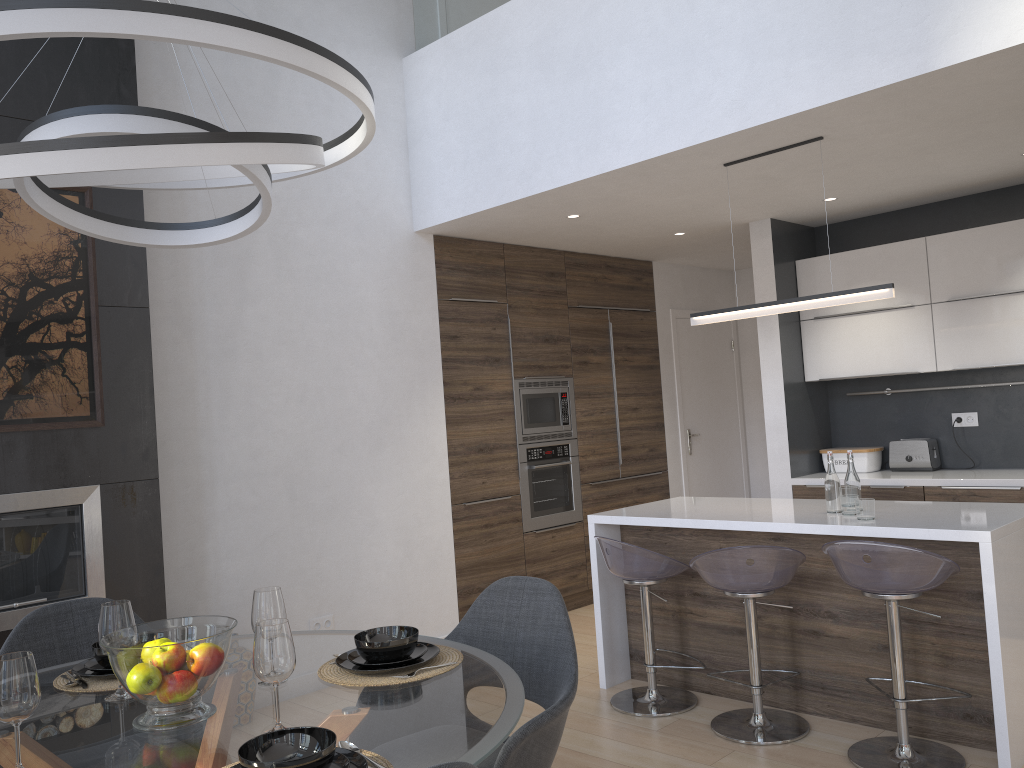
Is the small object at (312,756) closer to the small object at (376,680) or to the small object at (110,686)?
the small object at (376,680)

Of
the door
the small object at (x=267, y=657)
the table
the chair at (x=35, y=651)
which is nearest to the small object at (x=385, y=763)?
the table

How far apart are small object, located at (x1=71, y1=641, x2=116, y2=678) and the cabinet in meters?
2.5

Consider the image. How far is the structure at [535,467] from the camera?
5.83m

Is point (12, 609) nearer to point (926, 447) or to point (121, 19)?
point (121, 19)

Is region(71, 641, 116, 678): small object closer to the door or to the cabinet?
the cabinet

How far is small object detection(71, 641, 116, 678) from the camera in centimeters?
224cm

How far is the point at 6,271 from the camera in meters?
3.4 m

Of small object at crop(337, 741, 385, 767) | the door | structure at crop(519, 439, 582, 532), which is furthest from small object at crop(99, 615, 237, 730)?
the door

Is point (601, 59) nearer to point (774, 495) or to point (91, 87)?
point (91, 87)
